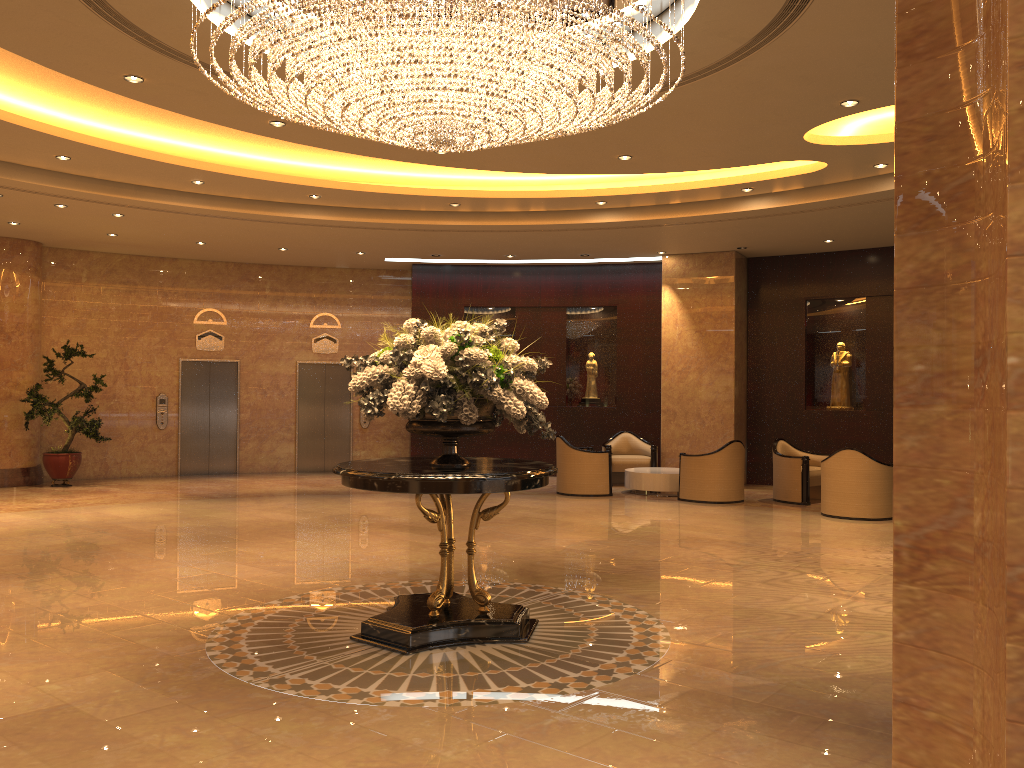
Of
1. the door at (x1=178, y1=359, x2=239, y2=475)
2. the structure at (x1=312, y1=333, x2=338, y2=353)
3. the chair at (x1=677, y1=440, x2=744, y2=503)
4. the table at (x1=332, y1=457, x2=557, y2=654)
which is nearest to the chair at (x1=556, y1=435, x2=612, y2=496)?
the chair at (x1=677, y1=440, x2=744, y2=503)

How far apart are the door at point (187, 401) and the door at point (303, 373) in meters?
1.2 m

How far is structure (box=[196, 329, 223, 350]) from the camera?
16.40m

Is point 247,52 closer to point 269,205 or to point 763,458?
point 269,205

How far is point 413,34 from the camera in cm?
507

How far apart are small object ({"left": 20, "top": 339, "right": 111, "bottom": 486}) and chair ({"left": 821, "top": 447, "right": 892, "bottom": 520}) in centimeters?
1098cm

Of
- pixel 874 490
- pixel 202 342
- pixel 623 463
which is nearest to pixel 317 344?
pixel 202 342

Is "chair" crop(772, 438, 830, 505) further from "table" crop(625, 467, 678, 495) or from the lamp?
the lamp

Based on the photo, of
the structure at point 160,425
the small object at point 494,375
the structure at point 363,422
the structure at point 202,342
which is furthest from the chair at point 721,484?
the structure at point 160,425

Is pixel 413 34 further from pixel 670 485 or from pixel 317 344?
pixel 317 344
